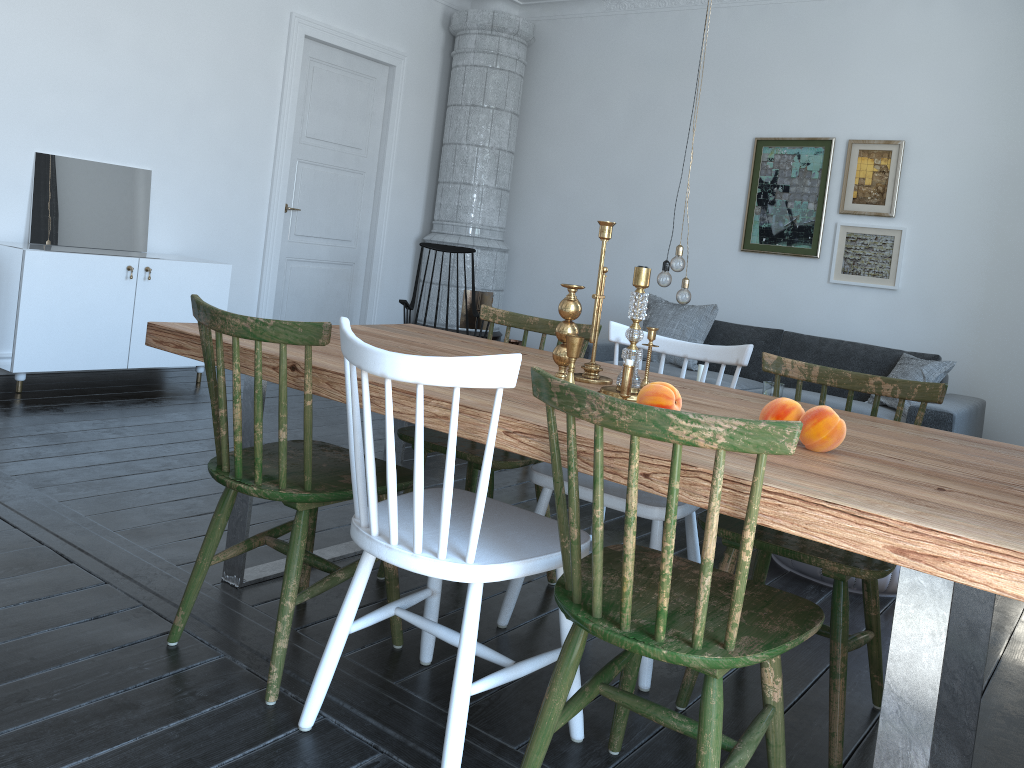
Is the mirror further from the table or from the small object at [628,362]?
the small object at [628,362]

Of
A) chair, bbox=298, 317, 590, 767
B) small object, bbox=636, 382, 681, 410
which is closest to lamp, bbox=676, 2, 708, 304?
chair, bbox=298, 317, 590, 767

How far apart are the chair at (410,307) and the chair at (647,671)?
2.9m

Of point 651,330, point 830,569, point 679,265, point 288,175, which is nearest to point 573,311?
point 651,330

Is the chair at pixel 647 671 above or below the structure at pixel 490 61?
below

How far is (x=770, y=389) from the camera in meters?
4.2 m

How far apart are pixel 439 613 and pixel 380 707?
0.55m

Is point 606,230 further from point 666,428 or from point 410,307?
point 410,307

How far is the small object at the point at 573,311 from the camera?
1.99m

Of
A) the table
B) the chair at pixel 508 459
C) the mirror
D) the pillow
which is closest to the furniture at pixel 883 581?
the chair at pixel 508 459
